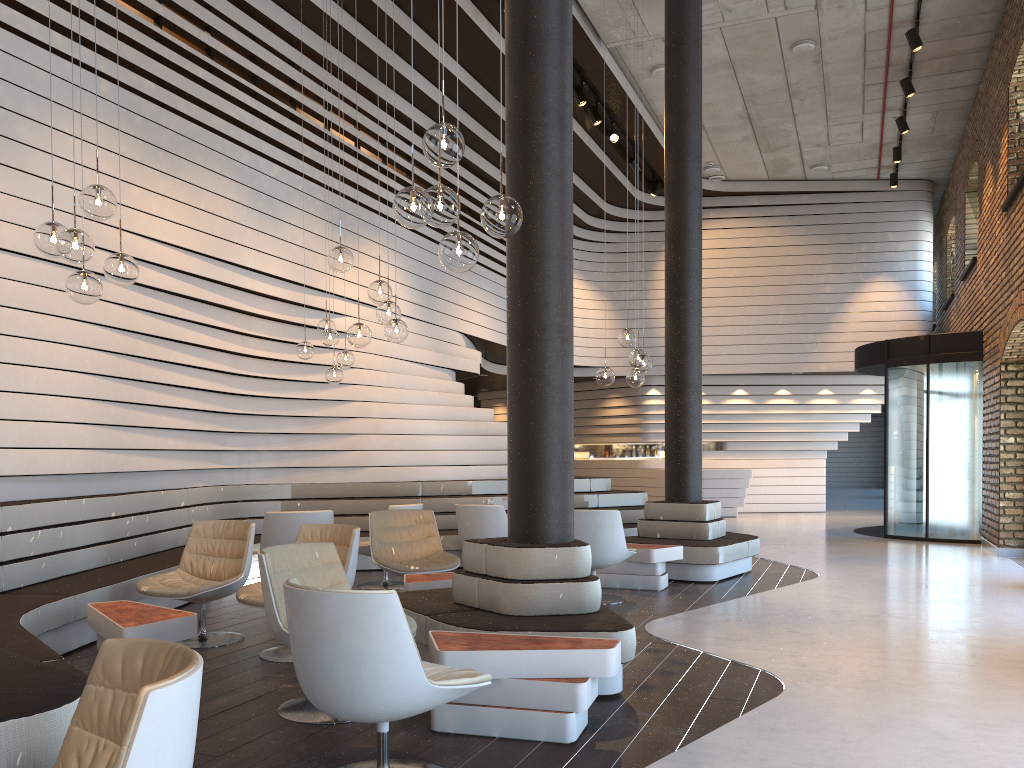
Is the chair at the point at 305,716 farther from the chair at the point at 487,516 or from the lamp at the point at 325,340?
the lamp at the point at 325,340

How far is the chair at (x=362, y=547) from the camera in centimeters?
777cm

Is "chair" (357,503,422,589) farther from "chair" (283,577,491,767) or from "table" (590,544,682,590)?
"chair" (283,577,491,767)

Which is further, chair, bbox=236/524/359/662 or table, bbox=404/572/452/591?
table, bbox=404/572/452/591

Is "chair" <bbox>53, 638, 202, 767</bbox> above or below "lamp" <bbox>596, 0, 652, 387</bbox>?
below

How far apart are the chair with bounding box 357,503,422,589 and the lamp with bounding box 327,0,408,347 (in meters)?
2.41

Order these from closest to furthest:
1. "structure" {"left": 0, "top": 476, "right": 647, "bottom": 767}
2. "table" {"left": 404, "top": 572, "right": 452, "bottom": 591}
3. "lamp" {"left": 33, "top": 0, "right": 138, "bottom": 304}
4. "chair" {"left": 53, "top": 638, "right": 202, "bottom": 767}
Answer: "chair" {"left": 53, "top": 638, "right": 202, "bottom": 767}, "structure" {"left": 0, "top": 476, "right": 647, "bottom": 767}, "lamp" {"left": 33, "top": 0, "right": 138, "bottom": 304}, "table" {"left": 404, "top": 572, "right": 452, "bottom": 591}

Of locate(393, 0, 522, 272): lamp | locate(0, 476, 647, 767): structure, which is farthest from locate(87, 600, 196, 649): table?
locate(393, 0, 522, 272): lamp

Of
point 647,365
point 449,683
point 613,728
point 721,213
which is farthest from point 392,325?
point 721,213

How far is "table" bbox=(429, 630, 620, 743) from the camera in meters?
3.6 m
